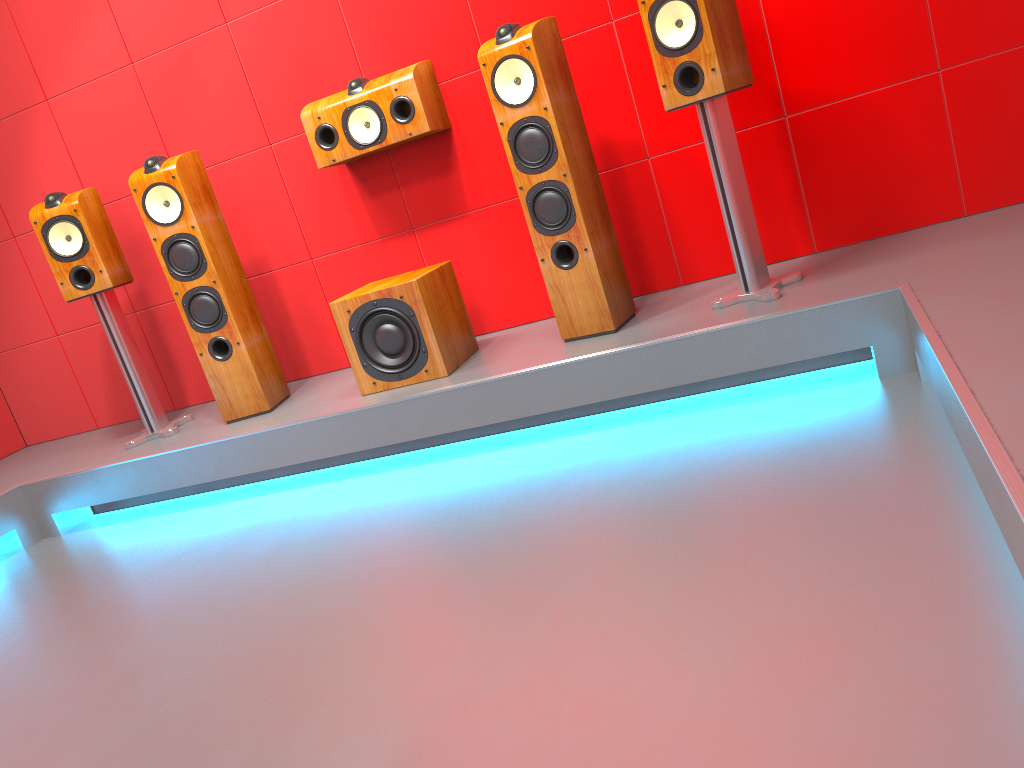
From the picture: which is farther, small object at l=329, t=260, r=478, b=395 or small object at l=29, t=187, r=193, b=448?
small object at l=29, t=187, r=193, b=448

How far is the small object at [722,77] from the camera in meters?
2.6

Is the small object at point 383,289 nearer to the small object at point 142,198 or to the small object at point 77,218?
the small object at point 142,198

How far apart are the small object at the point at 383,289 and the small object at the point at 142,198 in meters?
0.5

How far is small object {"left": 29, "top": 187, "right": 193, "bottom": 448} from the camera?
3.47m

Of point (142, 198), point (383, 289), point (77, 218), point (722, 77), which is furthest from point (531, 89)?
point (77, 218)

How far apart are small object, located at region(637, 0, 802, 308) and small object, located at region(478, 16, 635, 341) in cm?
33

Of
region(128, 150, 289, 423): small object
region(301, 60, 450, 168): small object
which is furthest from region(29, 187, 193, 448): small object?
region(301, 60, 450, 168): small object

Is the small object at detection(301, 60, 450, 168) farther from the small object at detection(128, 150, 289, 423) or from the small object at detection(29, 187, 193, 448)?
the small object at detection(29, 187, 193, 448)

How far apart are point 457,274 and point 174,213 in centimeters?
111cm
